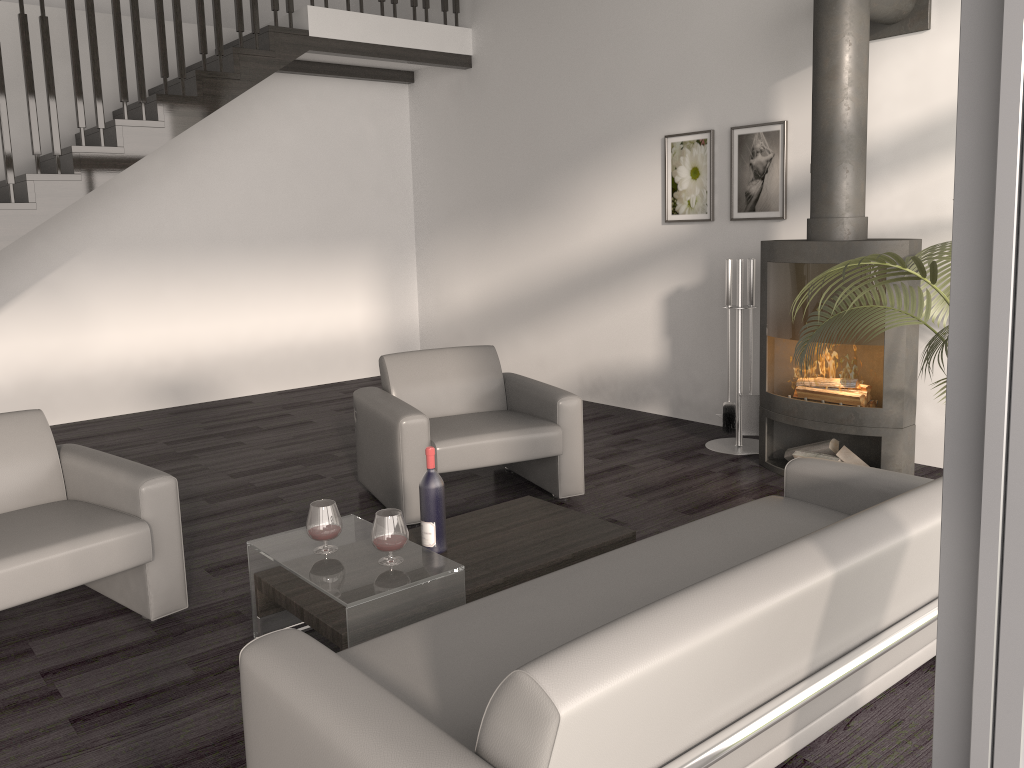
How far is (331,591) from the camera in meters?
2.5

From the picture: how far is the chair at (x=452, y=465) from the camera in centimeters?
402cm

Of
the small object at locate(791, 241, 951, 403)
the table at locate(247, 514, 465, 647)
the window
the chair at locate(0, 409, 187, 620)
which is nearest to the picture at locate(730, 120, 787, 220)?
the small object at locate(791, 241, 951, 403)

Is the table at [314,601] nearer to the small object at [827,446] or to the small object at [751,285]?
the small object at [827,446]

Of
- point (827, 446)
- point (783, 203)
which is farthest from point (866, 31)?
point (827, 446)

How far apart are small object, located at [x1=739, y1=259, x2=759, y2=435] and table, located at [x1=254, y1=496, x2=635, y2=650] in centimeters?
213cm

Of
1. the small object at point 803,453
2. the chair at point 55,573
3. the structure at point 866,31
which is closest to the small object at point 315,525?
the chair at point 55,573

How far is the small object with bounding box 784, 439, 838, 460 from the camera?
4.65m

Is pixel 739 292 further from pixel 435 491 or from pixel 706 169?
pixel 435 491

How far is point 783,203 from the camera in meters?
5.3
